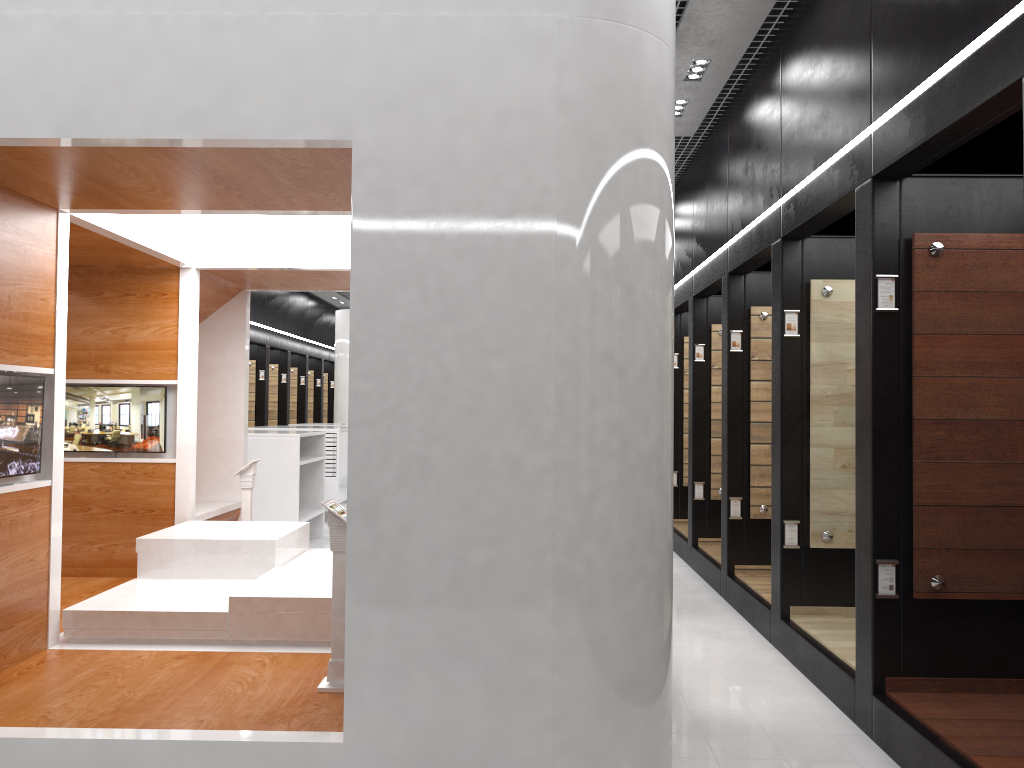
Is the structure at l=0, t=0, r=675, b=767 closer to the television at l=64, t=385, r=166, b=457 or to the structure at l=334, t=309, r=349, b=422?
the television at l=64, t=385, r=166, b=457

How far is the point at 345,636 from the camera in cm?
323

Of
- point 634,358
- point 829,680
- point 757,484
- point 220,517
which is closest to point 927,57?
point 634,358

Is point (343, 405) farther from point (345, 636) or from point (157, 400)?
point (345, 636)

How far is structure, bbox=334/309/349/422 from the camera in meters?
16.6 m

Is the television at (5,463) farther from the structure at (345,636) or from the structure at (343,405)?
the structure at (343,405)

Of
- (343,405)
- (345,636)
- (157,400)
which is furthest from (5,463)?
(343,405)

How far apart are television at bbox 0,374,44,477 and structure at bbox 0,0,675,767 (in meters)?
0.05

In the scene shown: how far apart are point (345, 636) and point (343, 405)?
13.61m

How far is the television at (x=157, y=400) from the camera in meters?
6.3 m
